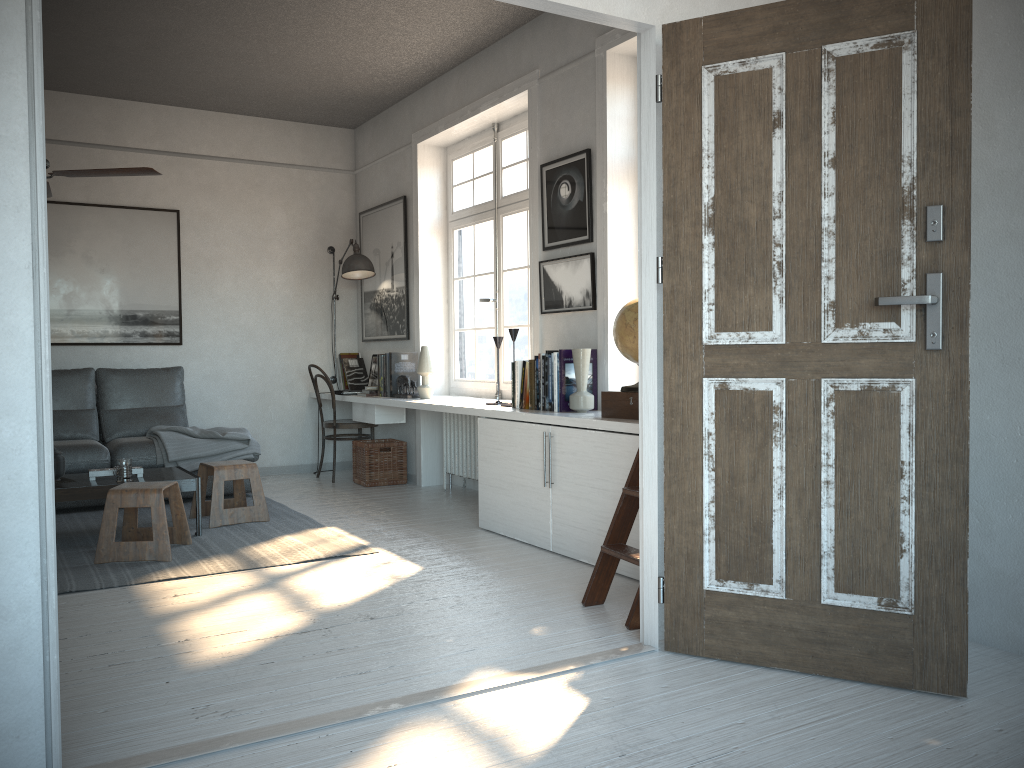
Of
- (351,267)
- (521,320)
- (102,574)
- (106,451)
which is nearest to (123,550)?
(102,574)

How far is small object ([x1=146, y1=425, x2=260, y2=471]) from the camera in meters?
5.7 m

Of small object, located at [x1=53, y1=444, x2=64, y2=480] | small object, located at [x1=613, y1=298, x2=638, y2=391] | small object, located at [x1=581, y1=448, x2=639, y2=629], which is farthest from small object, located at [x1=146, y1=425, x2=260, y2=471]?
small object, located at [x1=581, y1=448, x2=639, y2=629]

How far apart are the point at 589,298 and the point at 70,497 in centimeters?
282cm

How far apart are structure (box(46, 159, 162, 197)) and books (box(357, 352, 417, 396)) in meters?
2.3 m

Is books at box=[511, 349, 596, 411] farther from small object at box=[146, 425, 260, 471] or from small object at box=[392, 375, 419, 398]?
small object at box=[146, 425, 260, 471]

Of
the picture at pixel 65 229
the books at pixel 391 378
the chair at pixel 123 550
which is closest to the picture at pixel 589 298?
the books at pixel 391 378

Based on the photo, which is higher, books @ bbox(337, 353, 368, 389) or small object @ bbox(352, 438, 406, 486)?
books @ bbox(337, 353, 368, 389)

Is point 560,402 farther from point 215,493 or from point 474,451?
point 215,493

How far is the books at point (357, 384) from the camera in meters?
7.3 m
